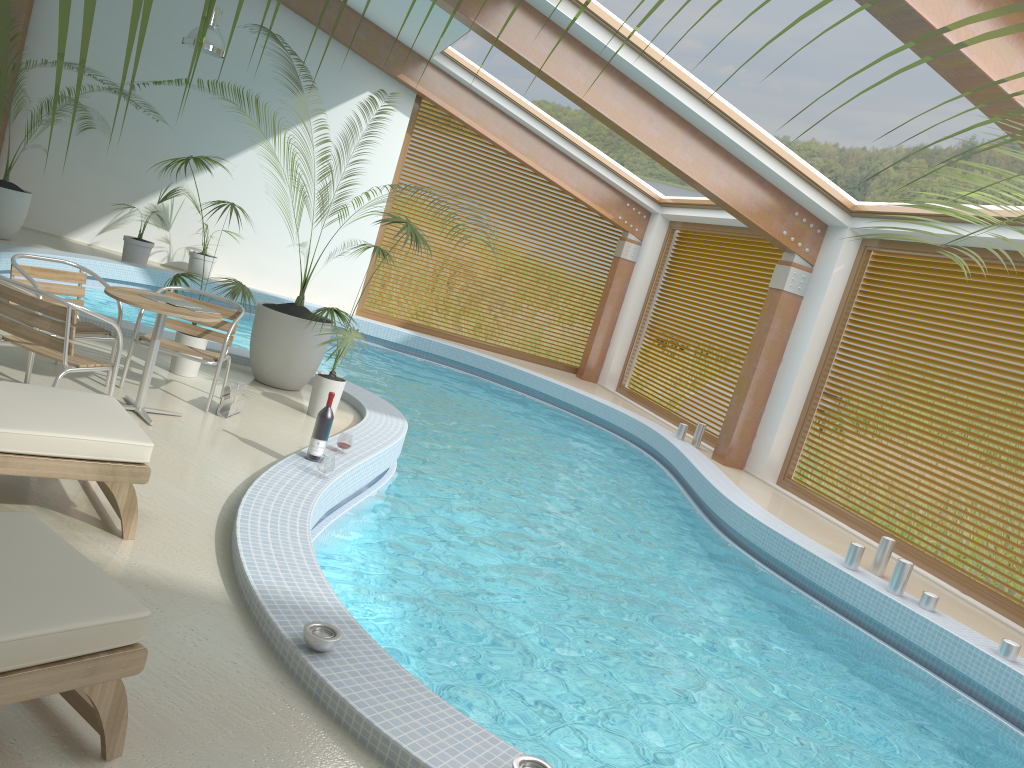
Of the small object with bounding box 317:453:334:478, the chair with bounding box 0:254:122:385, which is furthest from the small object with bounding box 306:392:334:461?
the chair with bounding box 0:254:122:385

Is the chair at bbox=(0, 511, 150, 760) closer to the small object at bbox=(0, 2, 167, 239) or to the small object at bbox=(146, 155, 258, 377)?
the small object at bbox=(146, 155, 258, 377)

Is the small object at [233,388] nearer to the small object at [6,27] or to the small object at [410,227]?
the small object at [410,227]

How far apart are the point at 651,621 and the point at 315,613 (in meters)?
2.65

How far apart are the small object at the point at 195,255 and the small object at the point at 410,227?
6.7m

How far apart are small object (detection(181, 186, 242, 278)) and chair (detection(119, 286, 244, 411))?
7.1 meters

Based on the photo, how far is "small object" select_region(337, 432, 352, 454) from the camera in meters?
5.7

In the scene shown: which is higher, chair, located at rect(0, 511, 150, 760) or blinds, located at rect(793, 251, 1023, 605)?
blinds, located at rect(793, 251, 1023, 605)

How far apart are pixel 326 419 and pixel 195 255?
8.63m

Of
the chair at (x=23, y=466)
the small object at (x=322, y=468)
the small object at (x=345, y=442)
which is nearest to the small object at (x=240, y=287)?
the small object at (x=345, y=442)
